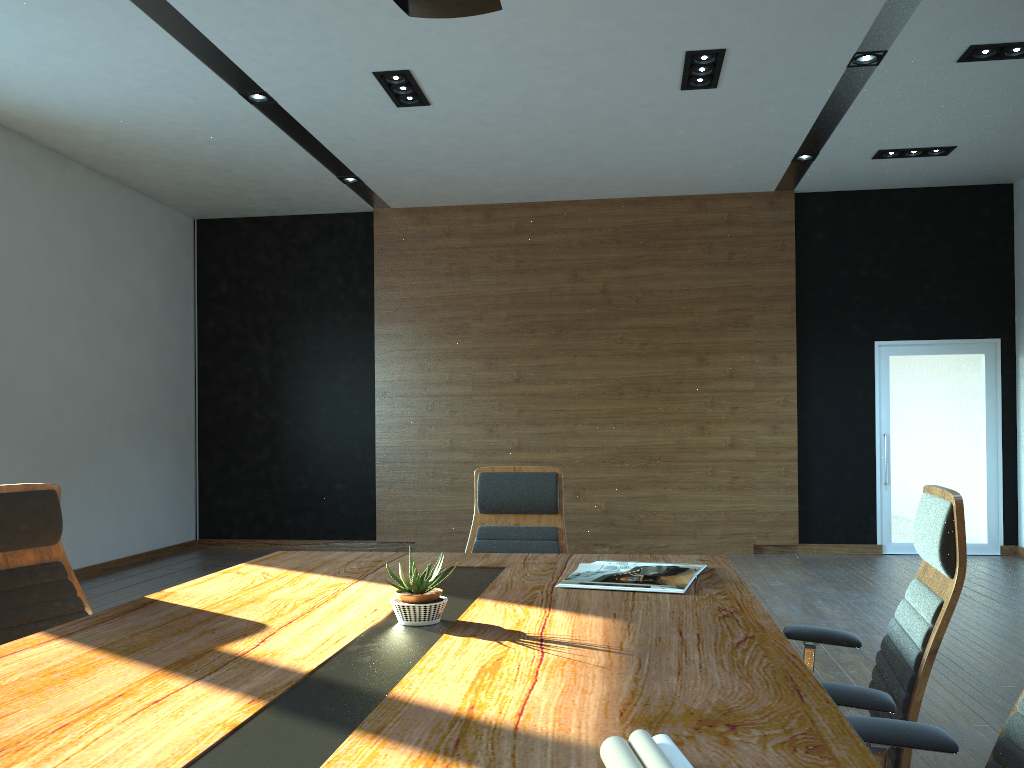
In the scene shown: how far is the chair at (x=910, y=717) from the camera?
2.0m

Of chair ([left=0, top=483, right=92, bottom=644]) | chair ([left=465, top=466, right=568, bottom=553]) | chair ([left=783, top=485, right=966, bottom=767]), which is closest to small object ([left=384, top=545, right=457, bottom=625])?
chair ([left=783, top=485, right=966, bottom=767])

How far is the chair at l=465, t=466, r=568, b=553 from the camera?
3.8 meters

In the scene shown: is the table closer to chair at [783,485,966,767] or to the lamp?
chair at [783,485,966,767]

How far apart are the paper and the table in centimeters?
4cm

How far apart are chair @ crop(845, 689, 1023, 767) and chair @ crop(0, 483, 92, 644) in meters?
2.4 m

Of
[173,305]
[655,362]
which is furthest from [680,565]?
[173,305]

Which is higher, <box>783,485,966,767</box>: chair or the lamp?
the lamp

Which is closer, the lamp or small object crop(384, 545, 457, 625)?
small object crop(384, 545, 457, 625)

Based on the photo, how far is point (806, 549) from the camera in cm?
900
